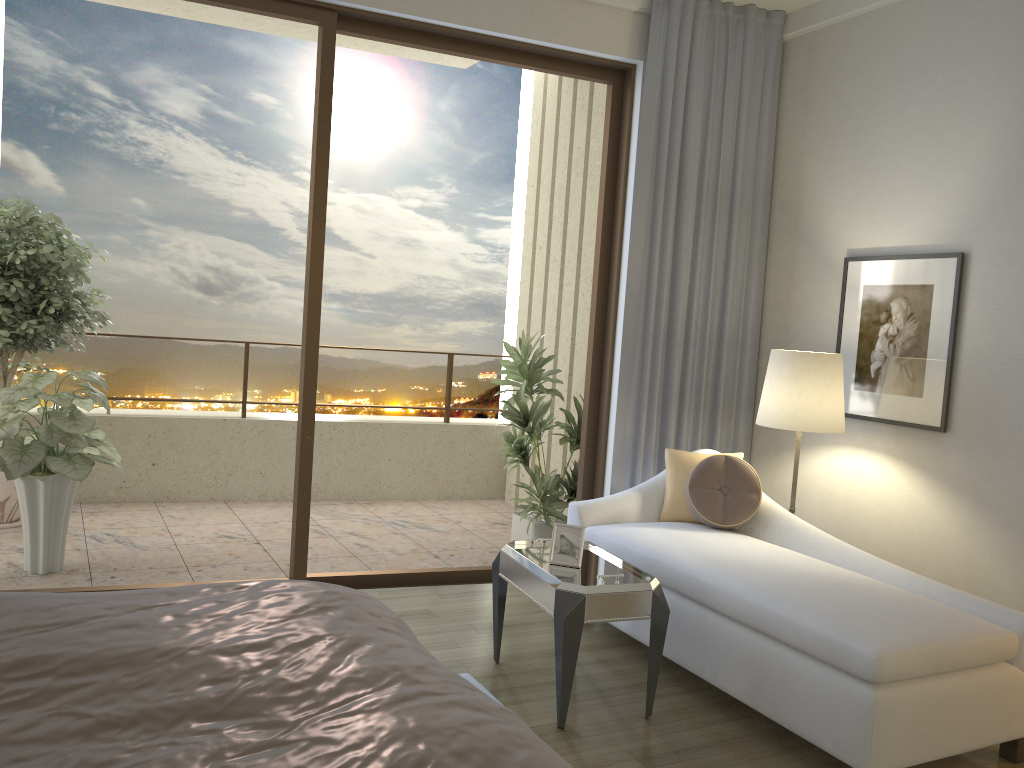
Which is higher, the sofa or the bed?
the bed

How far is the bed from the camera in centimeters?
126cm

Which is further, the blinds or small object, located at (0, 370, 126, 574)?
the blinds

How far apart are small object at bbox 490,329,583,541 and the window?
0.30m

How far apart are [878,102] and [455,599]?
3.1m

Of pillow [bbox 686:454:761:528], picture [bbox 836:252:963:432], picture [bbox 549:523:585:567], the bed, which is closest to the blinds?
picture [bbox 836:252:963:432]

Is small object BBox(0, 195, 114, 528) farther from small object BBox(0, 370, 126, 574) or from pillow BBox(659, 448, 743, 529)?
pillow BBox(659, 448, 743, 529)

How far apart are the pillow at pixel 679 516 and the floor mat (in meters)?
1.28

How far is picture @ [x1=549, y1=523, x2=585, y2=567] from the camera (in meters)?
3.22

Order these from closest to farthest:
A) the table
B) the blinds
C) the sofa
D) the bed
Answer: the bed, the sofa, the table, the blinds
